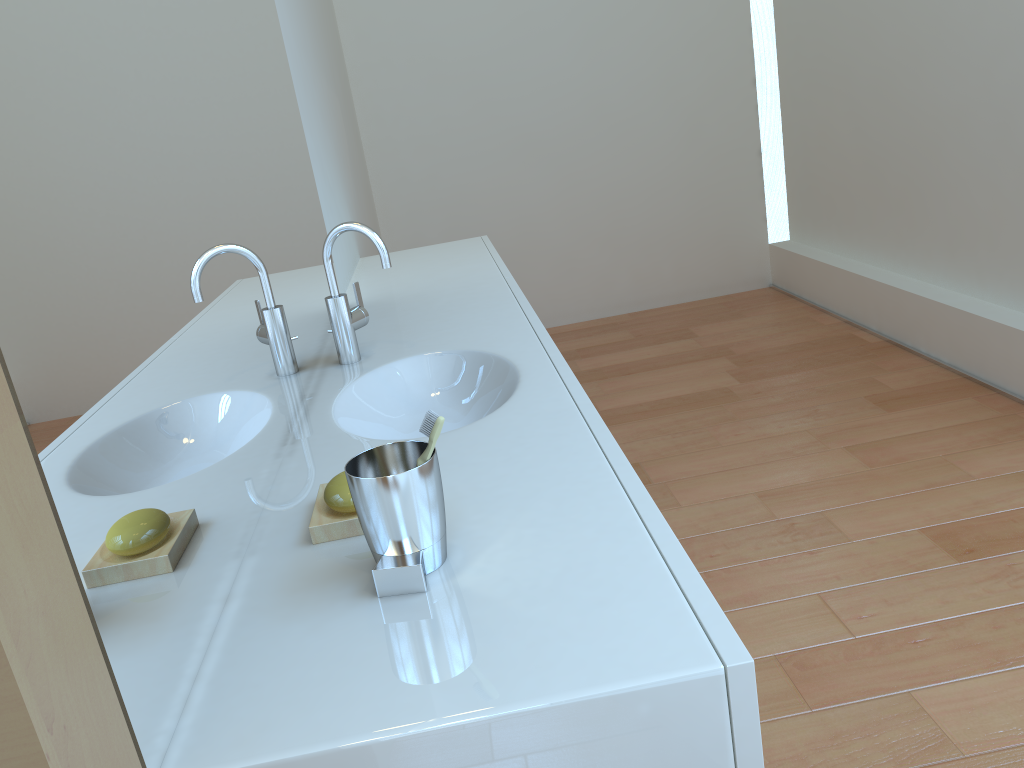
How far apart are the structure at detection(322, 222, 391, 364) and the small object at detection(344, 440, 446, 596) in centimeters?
77cm

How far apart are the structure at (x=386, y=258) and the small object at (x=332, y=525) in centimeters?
65cm

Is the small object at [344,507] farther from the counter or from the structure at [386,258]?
the structure at [386,258]

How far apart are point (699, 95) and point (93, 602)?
4.46m

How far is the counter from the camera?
0.7m

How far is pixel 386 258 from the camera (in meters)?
1.62

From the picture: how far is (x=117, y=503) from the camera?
0.7 meters

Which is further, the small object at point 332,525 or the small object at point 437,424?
the small object at point 332,525

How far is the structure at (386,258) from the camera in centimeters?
162cm

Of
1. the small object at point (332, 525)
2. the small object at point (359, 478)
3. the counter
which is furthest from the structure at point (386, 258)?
the small object at point (359, 478)
